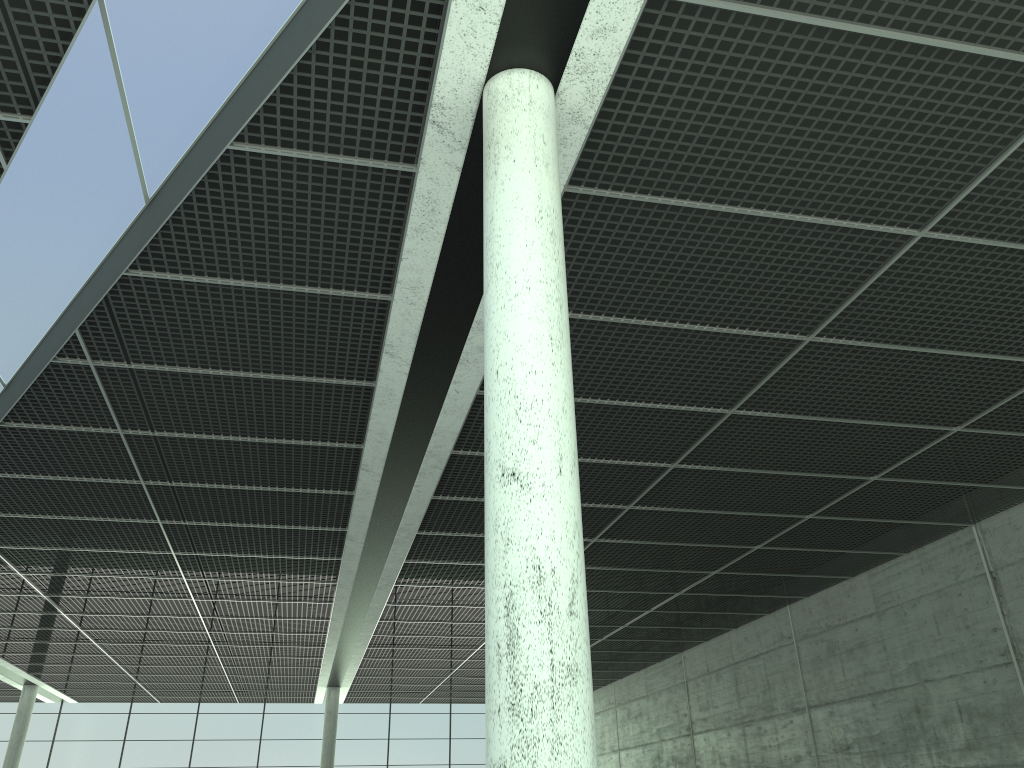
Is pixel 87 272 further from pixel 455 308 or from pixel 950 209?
pixel 950 209

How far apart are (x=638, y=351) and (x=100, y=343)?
15.5 meters
